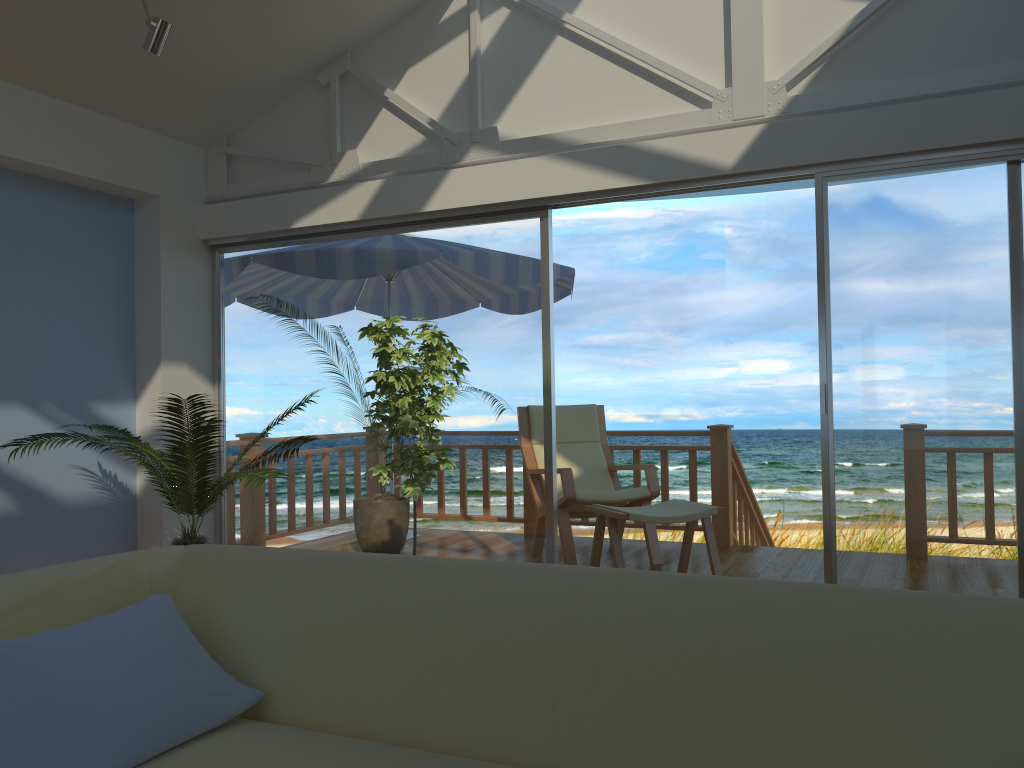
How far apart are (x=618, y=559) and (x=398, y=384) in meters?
1.6 m

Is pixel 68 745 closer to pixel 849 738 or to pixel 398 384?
pixel 849 738

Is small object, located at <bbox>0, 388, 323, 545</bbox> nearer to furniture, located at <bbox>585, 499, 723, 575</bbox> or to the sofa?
the sofa

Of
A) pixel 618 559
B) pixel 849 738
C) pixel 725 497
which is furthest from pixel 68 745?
pixel 725 497

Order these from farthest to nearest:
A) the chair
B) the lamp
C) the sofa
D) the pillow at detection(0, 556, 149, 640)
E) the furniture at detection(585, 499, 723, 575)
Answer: the chair < the furniture at detection(585, 499, 723, 575) < the lamp < the pillow at detection(0, 556, 149, 640) < the sofa

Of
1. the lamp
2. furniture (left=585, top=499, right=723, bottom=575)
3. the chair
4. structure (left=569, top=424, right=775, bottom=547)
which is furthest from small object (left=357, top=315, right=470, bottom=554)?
structure (left=569, top=424, right=775, bottom=547)

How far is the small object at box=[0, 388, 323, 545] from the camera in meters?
3.9 m

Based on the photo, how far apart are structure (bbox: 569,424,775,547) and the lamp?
3.5 meters

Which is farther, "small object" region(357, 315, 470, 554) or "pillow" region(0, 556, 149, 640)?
"small object" region(357, 315, 470, 554)

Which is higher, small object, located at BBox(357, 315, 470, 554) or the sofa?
small object, located at BBox(357, 315, 470, 554)
